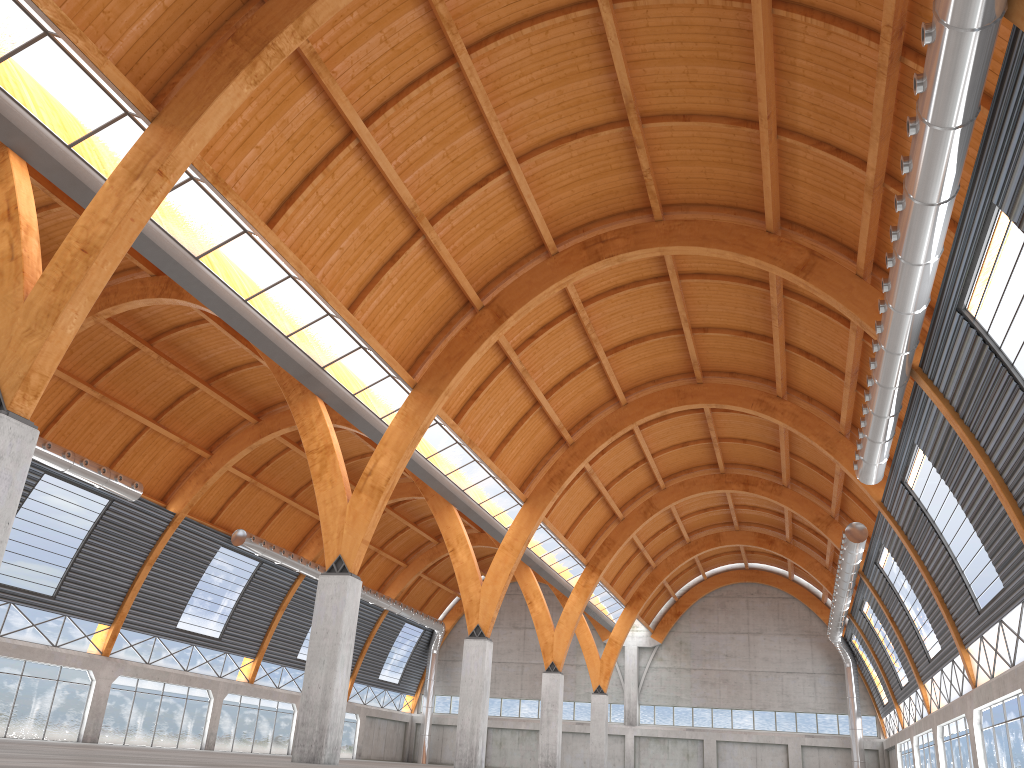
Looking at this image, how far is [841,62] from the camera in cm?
2564
